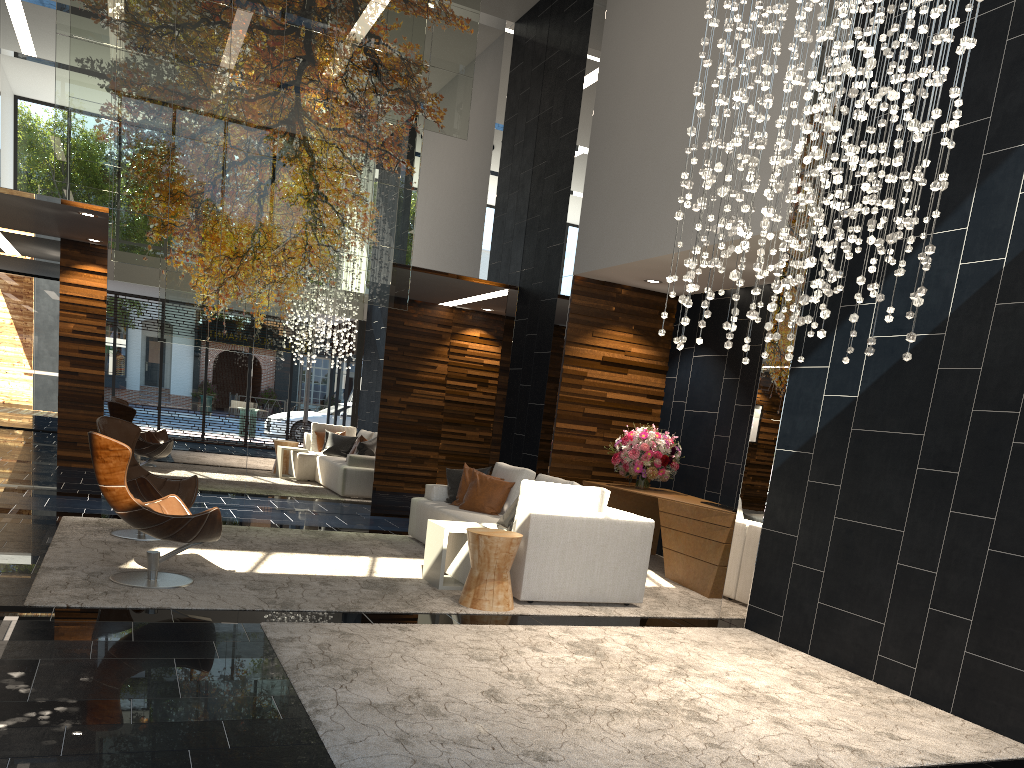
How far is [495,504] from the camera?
7.7 meters

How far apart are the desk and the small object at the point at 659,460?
0.1 meters

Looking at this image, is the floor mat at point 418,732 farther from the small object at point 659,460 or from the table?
the small object at point 659,460

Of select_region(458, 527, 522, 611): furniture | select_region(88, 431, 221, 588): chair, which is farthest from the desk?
select_region(88, 431, 221, 588): chair

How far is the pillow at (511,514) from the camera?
6.7 meters

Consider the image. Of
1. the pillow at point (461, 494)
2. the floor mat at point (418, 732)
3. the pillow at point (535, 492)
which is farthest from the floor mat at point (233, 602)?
the pillow at point (535, 492)

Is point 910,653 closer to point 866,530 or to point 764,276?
point 866,530

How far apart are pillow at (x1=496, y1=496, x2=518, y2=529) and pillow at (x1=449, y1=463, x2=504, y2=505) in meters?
1.3

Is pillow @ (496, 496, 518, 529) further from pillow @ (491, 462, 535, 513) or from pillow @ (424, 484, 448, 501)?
pillow @ (424, 484, 448, 501)

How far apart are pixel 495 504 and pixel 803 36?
4.78m
